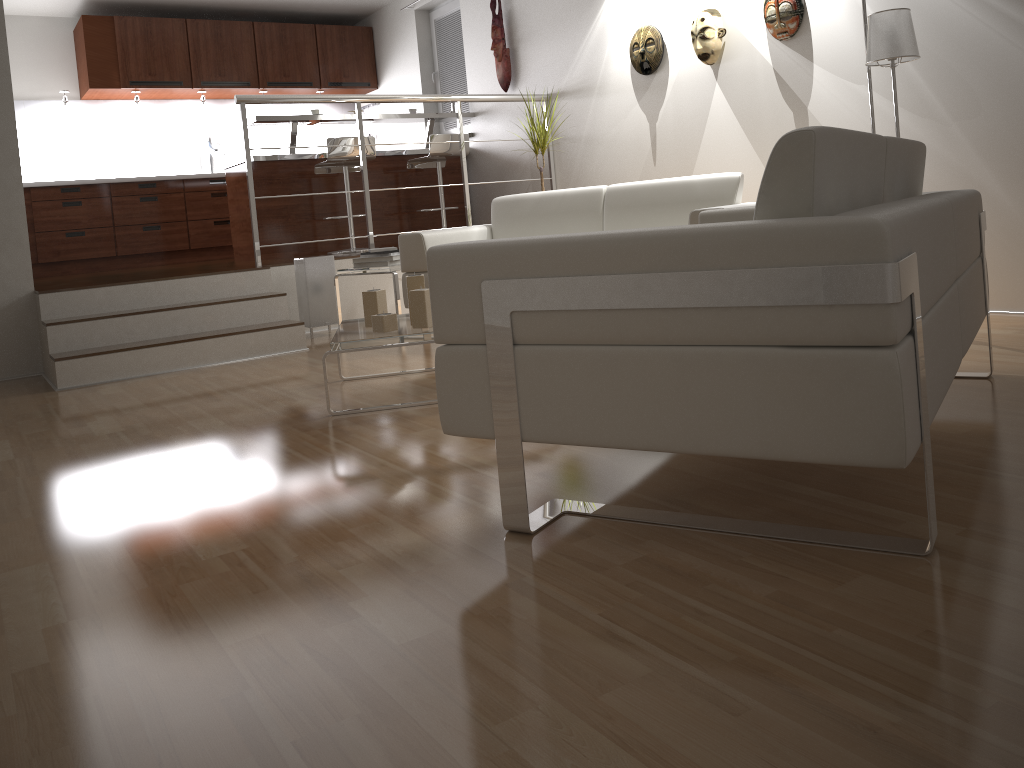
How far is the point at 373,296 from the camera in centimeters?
329cm

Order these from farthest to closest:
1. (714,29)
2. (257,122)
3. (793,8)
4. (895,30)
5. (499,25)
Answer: (499,25) → (257,122) → (714,29) → (793,8) → (895,30)

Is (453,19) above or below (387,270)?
above

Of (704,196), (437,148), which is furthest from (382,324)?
(437,148)

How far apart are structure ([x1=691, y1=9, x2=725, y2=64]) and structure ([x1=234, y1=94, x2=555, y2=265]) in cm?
162

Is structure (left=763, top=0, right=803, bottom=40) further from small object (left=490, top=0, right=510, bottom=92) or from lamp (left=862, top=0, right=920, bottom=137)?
small object (left=490, top=0, right=510, bottom=92)

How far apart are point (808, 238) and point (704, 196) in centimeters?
299cm

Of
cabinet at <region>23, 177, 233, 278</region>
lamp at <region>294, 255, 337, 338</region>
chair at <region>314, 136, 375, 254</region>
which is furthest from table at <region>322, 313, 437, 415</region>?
cabinet at <region>23, 177, 233, 278</region>

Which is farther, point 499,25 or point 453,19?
point 453,19

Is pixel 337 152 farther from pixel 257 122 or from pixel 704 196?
pixel 704 196
